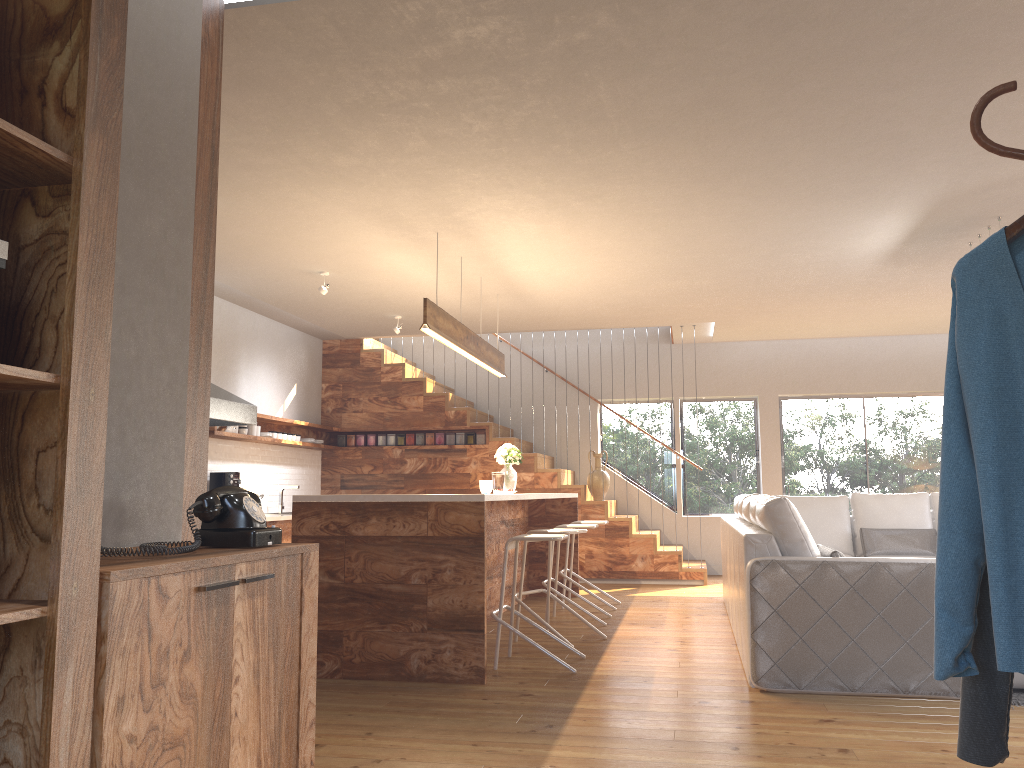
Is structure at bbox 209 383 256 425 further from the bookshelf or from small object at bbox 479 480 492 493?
the bookshelf

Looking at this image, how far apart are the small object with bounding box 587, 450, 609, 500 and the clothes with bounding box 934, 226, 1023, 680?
8.3 meters

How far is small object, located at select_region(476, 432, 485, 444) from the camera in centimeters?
1010cm

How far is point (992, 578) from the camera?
1.4 meters

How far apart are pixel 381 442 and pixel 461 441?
0.96m

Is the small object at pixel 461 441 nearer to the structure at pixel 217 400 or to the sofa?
the structure at pixel 217 400

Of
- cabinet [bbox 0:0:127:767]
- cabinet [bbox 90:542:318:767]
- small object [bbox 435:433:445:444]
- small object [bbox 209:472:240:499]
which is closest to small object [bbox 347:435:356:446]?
small object [bbox 435:433:445:444]

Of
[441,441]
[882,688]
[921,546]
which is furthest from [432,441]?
[882,688]

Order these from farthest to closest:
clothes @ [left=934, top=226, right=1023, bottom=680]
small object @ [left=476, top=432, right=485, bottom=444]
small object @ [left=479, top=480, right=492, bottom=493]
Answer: small object @ [left=476, top=432, right=485, bottom=444], small object @ [left=479, top=480, right=492, bottom=493], clothes @ [left=934, top=226, right=1023, bottom=680]

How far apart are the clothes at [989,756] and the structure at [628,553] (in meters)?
6.95
